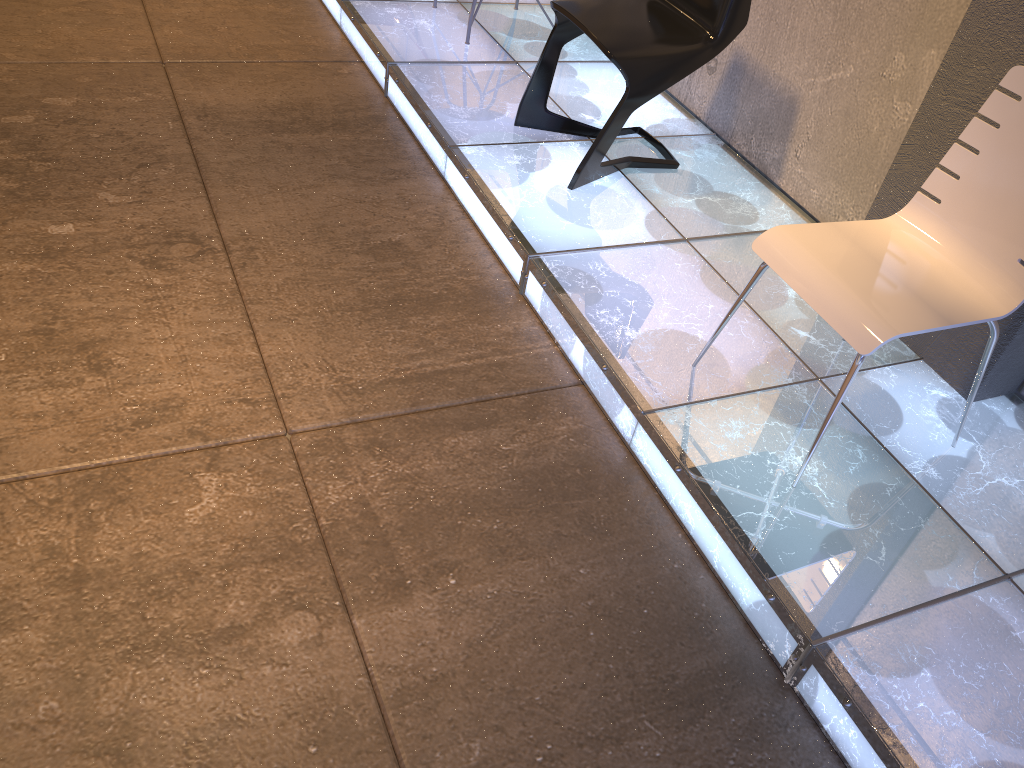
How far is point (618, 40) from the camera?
2.8 meters

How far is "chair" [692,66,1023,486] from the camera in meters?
1.9 m

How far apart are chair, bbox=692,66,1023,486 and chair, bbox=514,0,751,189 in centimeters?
92cm

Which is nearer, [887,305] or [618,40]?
[887,305]

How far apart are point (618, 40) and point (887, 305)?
1.36m

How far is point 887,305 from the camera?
1.9 meters

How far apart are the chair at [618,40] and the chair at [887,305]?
0.9m

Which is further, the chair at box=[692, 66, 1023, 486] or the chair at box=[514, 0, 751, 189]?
the chair at box=[514, 0, 751, 189]
